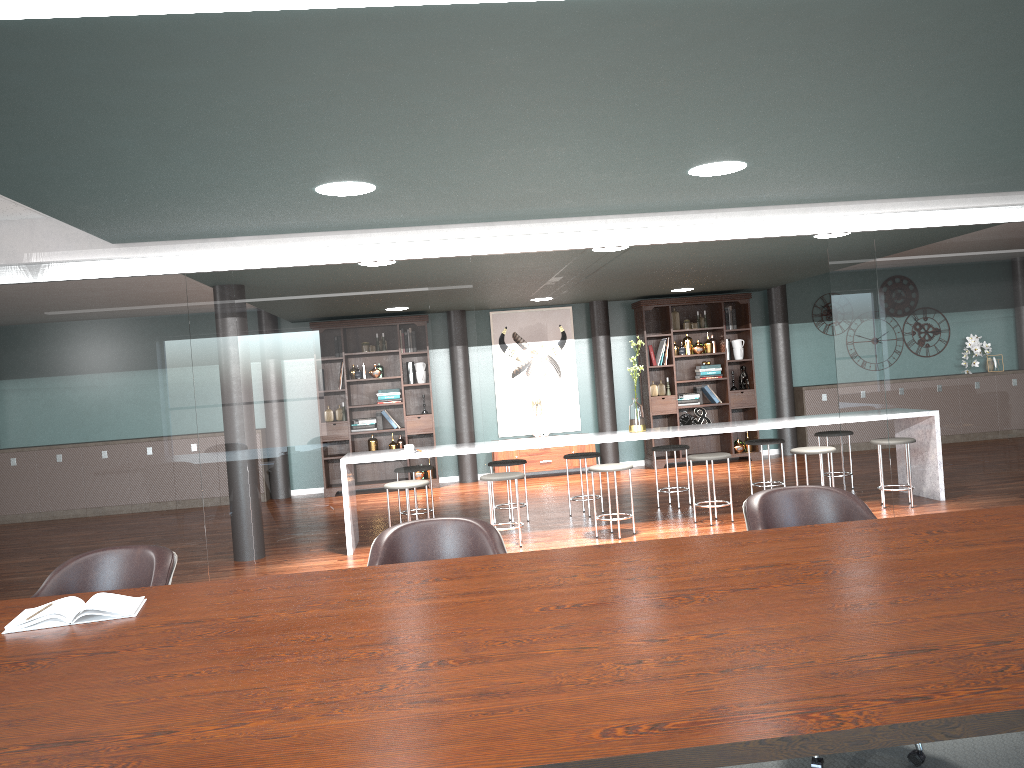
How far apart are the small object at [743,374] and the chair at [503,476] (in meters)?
2.97

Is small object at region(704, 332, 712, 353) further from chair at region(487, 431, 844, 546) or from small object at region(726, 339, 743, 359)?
chair at region(487, 431, 844, 546)

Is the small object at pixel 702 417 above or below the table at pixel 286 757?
below

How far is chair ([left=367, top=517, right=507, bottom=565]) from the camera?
2.7 meters

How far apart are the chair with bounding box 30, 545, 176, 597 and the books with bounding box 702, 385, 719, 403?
8.5 meters

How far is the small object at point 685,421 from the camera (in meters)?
10.49

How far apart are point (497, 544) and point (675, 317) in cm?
816

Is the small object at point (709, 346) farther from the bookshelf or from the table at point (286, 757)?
the table at point (286, 757)

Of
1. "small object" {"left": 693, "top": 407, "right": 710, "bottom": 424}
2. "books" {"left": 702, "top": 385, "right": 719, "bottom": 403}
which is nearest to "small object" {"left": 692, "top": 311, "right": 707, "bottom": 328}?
"books" {"left": 702, "top": 385, "right": 719, "bottom": 403}

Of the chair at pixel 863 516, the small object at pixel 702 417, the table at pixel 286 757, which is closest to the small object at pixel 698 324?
the small object at pixel 702 417
